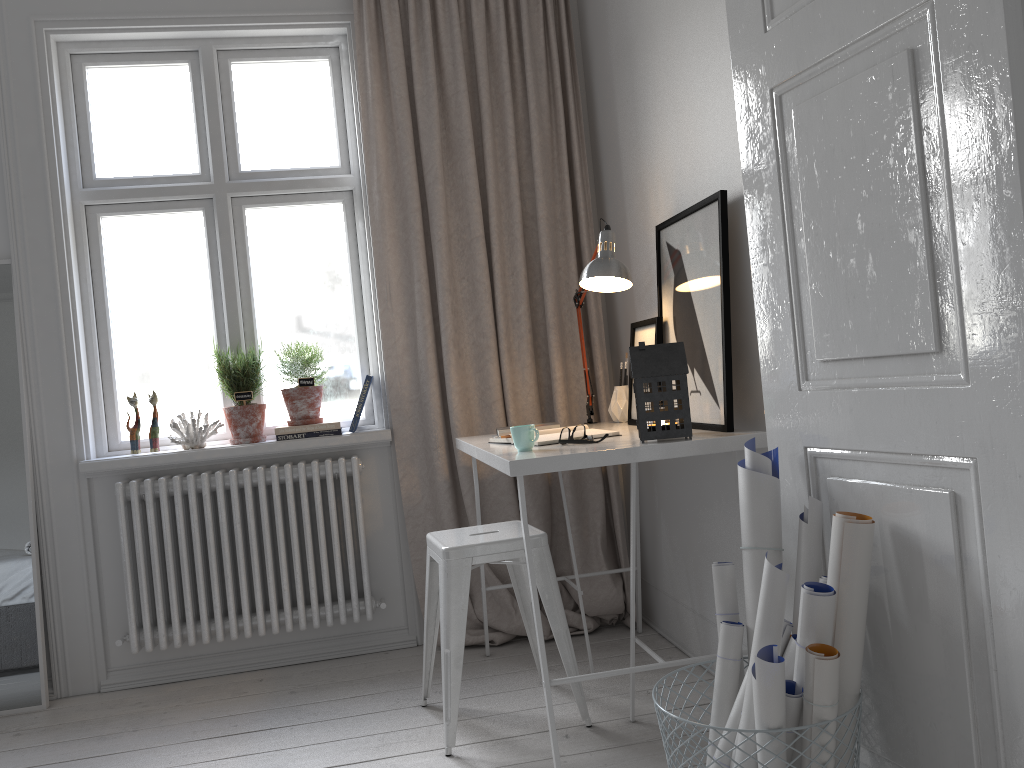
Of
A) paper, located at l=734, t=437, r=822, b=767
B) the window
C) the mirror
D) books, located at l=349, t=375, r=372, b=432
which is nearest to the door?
paper, located at l=734, t=437, r=822, b=767

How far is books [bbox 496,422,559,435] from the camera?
2.9m

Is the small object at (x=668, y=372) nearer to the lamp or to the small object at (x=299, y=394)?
the lamp

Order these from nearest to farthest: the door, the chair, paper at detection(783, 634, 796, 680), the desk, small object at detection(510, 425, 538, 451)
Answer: the door
paper at detection(783, 634, 796, 680)
the desk
small object at detection(510, 425, 538, 451)
the chair

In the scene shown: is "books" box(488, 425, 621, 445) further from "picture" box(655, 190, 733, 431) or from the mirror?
the mirror

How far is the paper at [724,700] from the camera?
1.7 meters

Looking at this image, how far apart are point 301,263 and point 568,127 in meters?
1.2 m

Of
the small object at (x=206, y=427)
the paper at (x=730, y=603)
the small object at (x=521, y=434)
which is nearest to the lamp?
the small object at (x=521, y=434)

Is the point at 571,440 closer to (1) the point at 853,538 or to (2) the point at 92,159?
(1) the point at 853,538

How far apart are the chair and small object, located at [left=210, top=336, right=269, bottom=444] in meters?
0.9
